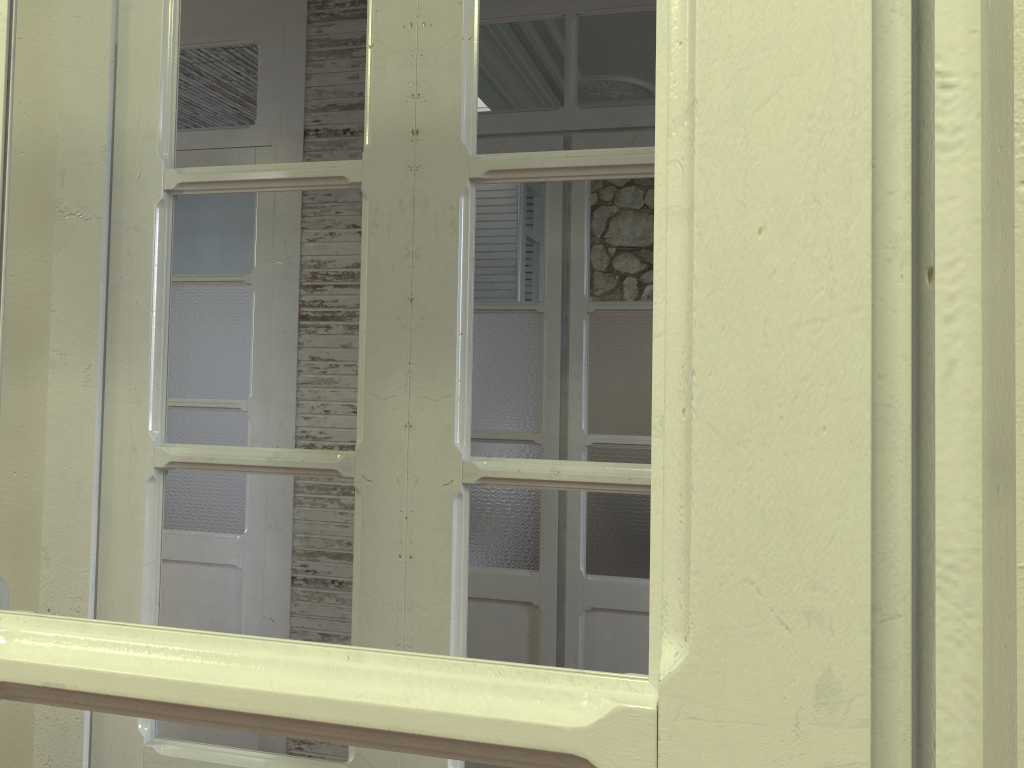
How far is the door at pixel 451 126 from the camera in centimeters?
127cm

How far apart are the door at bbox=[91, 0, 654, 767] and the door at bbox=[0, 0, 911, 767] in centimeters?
83cm

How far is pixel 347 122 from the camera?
3.0 meters

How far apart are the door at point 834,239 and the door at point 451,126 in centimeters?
83cm

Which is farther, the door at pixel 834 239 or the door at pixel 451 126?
the door at pixel 451 126

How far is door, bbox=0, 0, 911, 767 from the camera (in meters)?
0.33

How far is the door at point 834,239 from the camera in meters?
0.3

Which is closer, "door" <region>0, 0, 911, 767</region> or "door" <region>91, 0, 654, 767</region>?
"door" <region>0, 0, 911, 767</region>

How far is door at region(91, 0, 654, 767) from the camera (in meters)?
1.27

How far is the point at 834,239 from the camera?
0.33m
